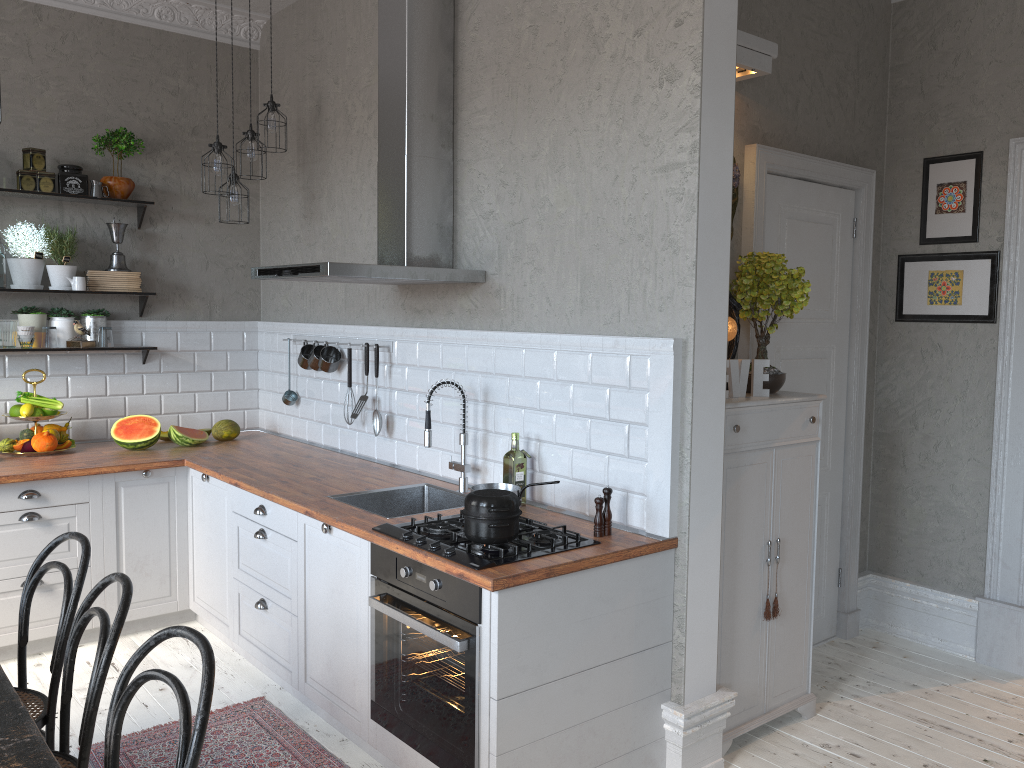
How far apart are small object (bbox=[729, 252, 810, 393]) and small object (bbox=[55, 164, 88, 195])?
3.4m

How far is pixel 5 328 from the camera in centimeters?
450cm

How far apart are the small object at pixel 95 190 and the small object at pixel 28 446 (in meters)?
1.35

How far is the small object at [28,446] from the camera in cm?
441

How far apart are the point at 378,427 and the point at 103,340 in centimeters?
170cm

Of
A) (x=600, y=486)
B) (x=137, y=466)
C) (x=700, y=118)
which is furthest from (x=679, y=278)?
(x=137, y=466)

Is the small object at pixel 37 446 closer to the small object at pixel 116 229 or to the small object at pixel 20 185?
the small object at pixel 116 229

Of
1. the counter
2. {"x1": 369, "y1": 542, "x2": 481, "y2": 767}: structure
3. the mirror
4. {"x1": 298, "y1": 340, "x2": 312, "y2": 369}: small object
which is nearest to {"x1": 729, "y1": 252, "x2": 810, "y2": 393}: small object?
the mirror

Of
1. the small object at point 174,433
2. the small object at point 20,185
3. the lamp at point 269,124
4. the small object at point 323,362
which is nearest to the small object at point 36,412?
the small object at point 174,433

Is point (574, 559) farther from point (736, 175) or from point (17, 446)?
point (17, 446)
